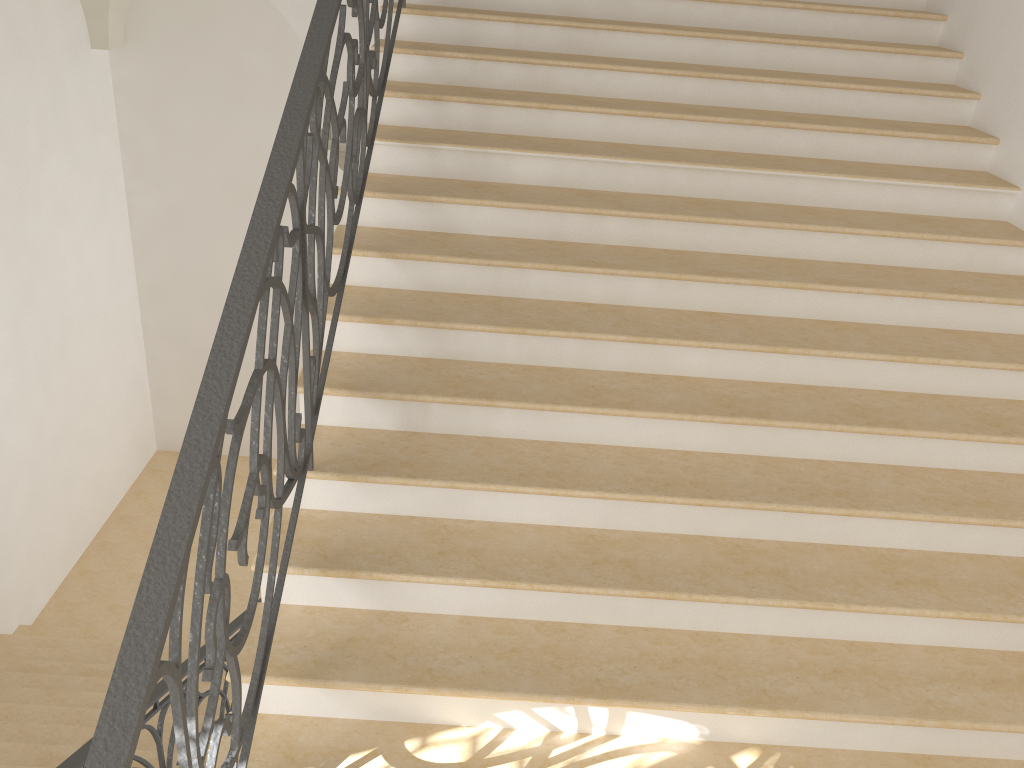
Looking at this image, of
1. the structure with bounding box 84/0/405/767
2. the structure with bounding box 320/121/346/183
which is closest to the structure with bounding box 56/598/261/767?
the structure with bounding box 84/0/405/767

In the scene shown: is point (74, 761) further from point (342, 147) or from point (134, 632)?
point (342, 147)

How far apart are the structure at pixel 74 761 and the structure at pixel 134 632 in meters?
1.1 m

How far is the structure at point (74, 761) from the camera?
3.07m

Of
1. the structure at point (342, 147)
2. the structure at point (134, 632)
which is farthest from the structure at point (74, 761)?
the structure at point (342, 147)

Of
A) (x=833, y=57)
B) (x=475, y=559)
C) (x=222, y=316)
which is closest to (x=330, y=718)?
(x=475, y=559)

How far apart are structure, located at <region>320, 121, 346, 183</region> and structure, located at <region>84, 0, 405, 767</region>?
1.9m

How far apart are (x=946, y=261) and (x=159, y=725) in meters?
4.0 m

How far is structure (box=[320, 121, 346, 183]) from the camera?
6.0m

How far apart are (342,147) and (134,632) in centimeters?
492cm
